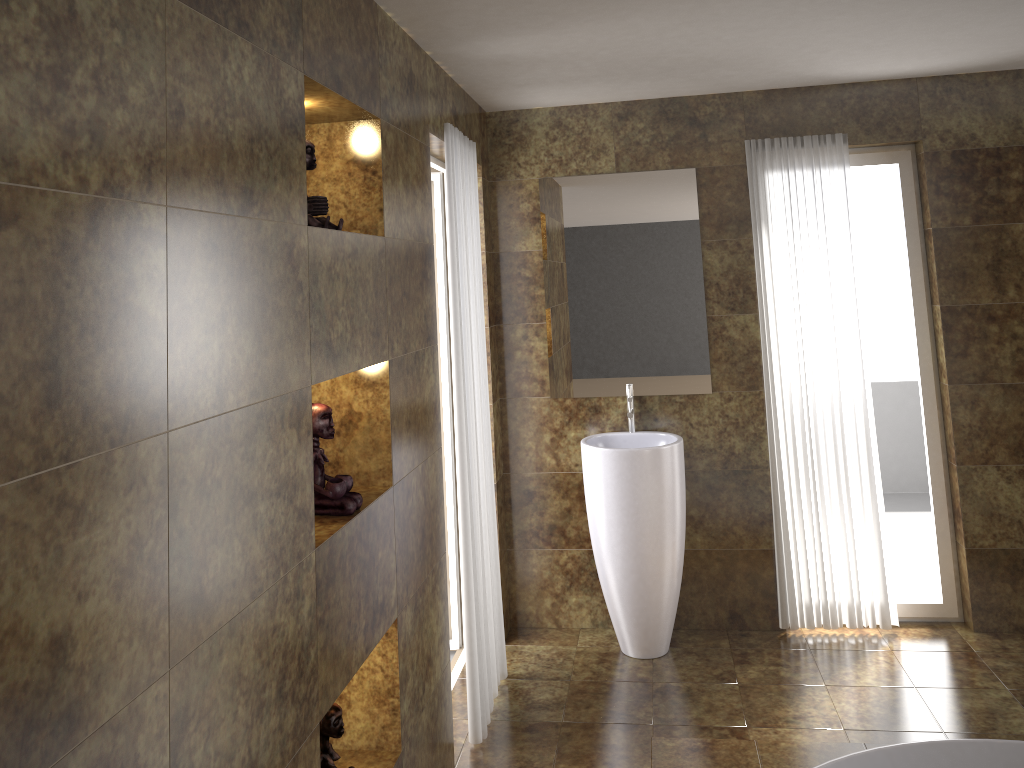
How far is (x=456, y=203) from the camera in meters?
3.3 m

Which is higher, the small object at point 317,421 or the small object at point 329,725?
the small object at point 317,421

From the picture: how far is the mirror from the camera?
4.1m

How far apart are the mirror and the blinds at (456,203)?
0.6 meters

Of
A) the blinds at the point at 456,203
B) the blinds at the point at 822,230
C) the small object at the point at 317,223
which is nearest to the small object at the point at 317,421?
the small object at the point at 317,223

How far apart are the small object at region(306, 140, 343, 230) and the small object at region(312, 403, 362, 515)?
0.46m

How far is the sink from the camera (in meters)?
3.86

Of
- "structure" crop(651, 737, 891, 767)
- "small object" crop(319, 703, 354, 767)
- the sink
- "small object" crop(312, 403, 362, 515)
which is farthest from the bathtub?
"small object" crop(312, 403, 362, 515)

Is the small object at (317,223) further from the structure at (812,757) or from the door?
the structure at (812,757)

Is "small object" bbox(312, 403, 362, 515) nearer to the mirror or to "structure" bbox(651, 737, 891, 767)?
"structure" bbox(651, 737, 891, 767)
